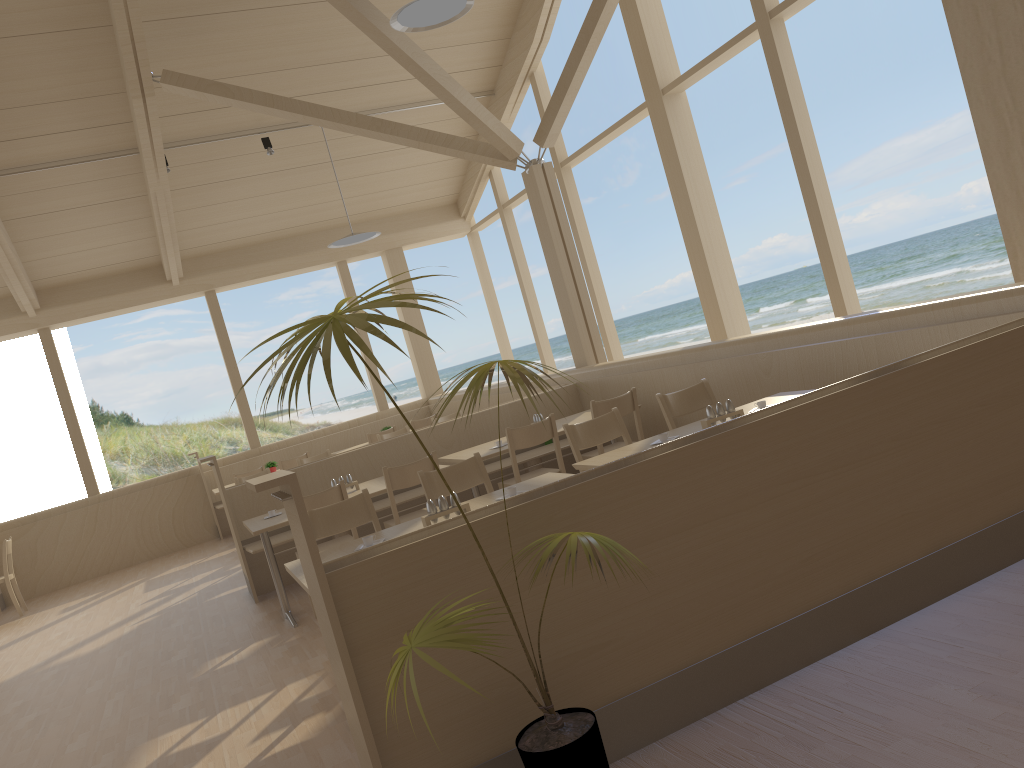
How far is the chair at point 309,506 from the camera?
5.0 meters

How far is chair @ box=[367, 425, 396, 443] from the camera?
9.72m

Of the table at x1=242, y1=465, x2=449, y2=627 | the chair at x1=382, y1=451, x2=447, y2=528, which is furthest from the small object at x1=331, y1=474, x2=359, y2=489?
the chair at x1=382, y1=451, x2=447, y2=528

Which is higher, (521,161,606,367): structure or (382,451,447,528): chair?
(521,161,606,367): structure

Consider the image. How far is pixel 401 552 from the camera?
2.42m

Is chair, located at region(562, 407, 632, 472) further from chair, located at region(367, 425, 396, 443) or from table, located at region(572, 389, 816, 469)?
chair, located at region(367, 425, 396, 443)

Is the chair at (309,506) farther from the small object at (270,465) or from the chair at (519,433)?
the small object at (270,465)

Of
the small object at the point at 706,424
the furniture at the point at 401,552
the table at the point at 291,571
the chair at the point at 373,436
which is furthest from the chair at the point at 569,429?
the chair at the point at 373,436

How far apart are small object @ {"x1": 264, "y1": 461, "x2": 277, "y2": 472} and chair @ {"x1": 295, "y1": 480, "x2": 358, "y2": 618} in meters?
4.9

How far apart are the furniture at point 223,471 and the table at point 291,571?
7.13m
